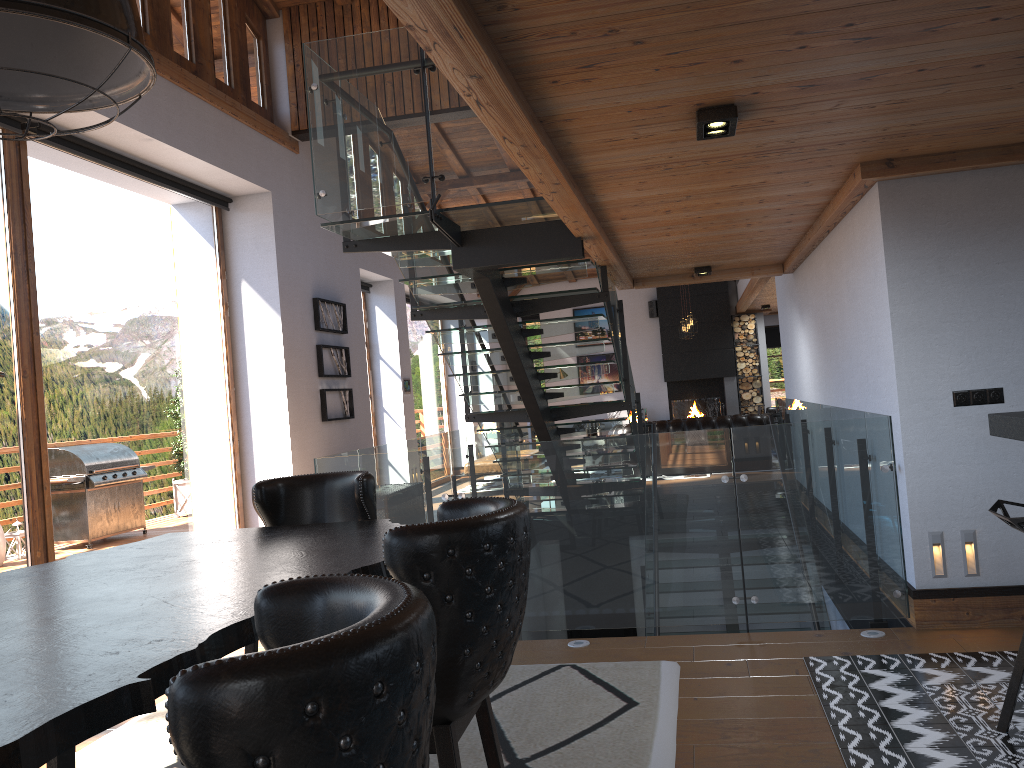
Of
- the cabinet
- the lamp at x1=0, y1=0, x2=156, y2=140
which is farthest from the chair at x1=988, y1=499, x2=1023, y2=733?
the lamp at x1=0, y1=0, x2=156, y2=140

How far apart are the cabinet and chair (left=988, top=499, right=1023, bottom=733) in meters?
0.5

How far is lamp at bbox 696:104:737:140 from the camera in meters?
3.3 m

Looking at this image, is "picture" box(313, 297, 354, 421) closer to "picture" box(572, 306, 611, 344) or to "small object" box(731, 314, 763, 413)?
"picture" box(572, 306, 611, 344)

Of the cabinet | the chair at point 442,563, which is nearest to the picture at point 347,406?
the cabinet

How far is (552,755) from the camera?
3.26m

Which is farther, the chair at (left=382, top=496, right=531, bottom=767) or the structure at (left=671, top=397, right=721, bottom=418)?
the structure at (left=671, top=397, right=721, bottom=418)

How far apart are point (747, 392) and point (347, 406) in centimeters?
985cm

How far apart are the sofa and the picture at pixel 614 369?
5.6m

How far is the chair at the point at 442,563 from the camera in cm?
186
